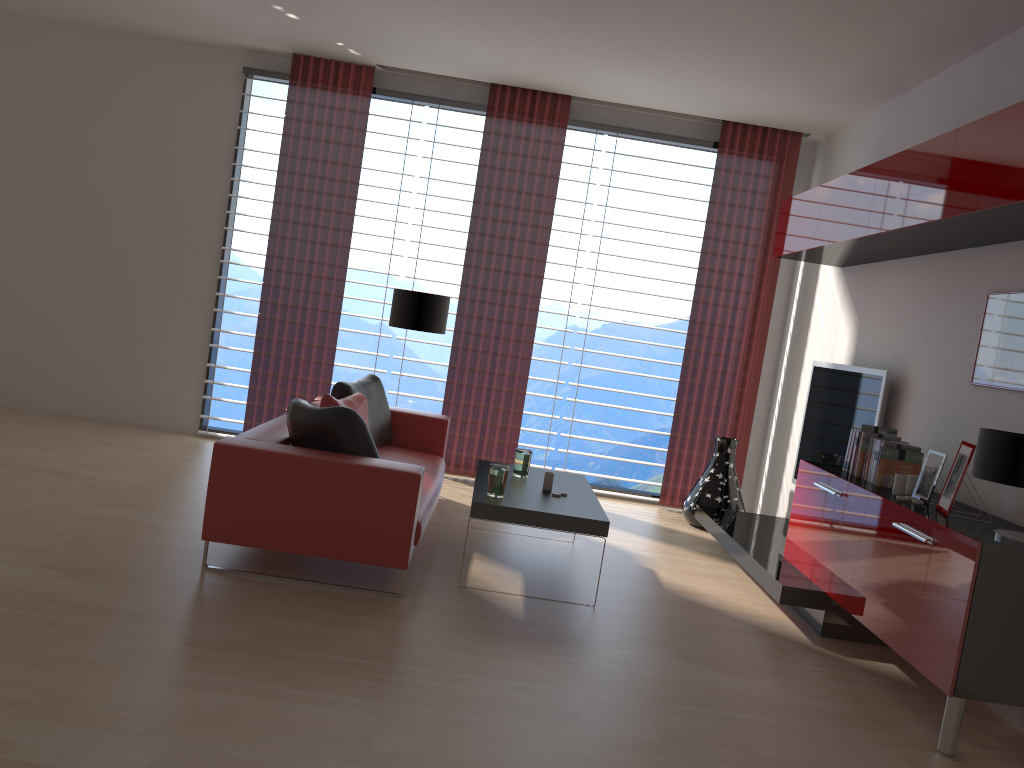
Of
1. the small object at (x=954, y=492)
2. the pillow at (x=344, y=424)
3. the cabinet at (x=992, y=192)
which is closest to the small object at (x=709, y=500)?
the cabinet at (x=992, y=192)

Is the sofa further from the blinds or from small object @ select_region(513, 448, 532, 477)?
the blinds

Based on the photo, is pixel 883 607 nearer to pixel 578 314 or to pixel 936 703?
pixel 936 703

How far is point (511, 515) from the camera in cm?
580

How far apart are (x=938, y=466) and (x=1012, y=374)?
0.71m

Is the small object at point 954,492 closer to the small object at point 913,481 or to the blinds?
the small object at point 913,481

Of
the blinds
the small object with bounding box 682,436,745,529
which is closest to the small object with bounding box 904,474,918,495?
the small object with bounding box 682,436,745,529

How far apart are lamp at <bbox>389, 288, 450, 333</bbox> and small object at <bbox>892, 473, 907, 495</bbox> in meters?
4.6 m

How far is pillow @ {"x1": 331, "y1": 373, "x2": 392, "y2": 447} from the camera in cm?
751

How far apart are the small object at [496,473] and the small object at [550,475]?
0.61m
